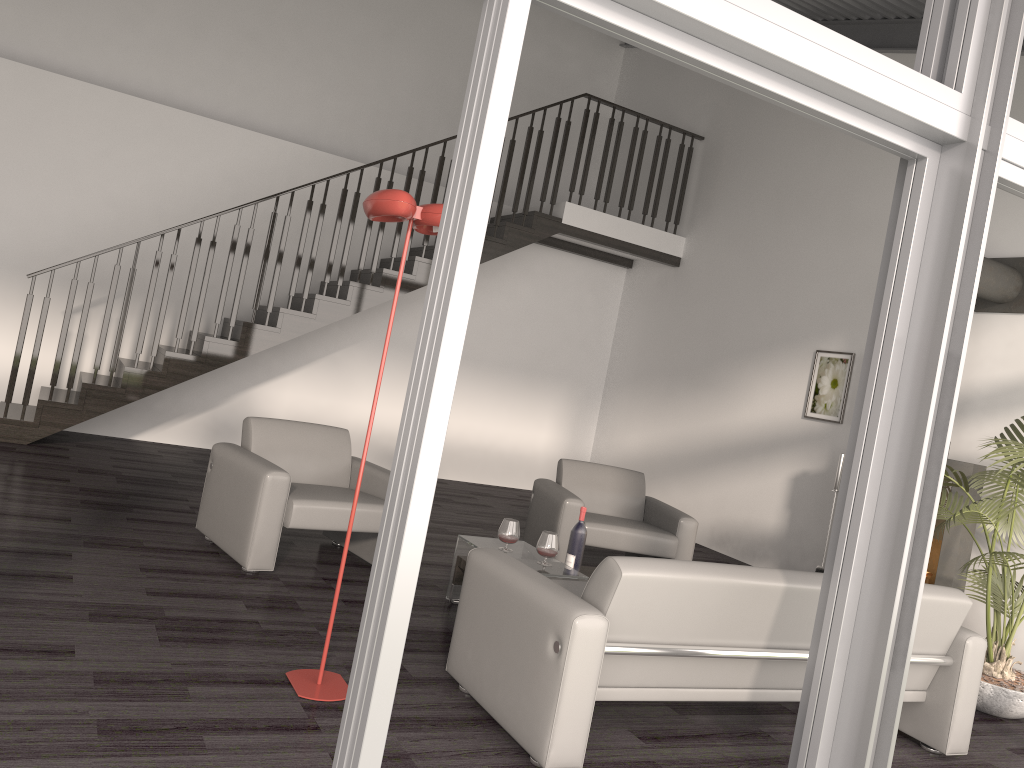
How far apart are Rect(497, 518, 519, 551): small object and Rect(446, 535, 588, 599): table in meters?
0.1

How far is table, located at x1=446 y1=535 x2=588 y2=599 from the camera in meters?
4.3

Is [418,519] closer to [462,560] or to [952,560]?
[462,560]

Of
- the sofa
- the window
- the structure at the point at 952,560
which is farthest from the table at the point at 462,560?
the structure at the point at 952,560

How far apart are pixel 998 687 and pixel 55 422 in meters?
6.5 m

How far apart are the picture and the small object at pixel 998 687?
1.7 meters

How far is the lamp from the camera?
3.0m

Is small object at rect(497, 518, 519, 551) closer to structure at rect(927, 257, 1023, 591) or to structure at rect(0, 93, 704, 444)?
structure at rect(927, 257, 1023, 591)

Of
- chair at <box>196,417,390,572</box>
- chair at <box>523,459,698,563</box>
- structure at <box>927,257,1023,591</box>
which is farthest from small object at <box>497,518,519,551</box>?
structure at <box>927,257,1023,591</box>

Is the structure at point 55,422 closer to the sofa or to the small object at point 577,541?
the small object at point 577,541
